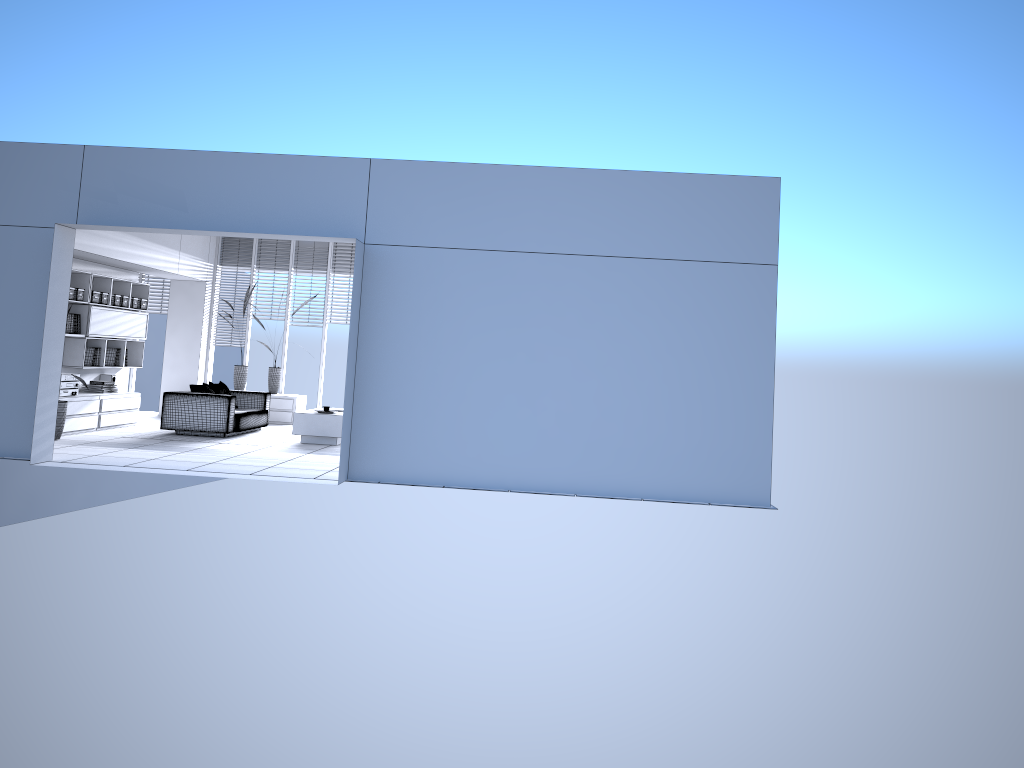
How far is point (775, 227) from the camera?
8.2m

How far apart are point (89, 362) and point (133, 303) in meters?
1.2 m

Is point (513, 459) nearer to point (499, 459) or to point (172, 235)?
point (499, 459)

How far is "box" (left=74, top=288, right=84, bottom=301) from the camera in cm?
1117

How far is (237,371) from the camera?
14.3 meters

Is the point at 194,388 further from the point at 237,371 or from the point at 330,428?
the point at 237,371

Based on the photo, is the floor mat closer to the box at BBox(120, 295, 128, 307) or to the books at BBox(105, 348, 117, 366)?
the books at BBox(105, 348, 117, 366)

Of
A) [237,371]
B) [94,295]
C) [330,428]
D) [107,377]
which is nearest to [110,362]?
[107,377]

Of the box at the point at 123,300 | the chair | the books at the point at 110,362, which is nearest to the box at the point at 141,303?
the box at the point at 123,300

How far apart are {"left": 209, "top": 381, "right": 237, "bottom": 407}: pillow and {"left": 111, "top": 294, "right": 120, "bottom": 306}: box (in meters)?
1.78
